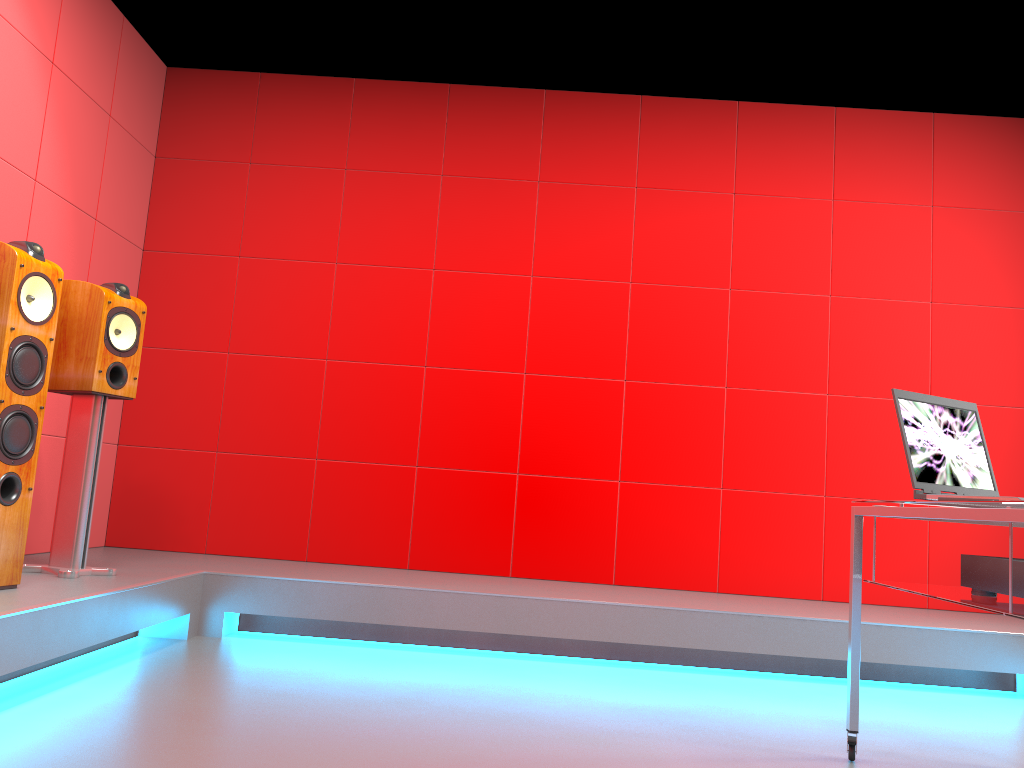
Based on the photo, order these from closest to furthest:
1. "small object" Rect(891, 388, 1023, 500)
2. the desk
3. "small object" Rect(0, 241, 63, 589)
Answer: the desk, "small object" Rect(891, 388, 1023, 500), "small object" Rect(0, 241, 63, 589)

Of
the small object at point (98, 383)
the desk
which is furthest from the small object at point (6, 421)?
the desk

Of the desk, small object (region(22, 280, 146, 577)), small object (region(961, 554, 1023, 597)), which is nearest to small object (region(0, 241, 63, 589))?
small object (region(22, 280, 146, 577))

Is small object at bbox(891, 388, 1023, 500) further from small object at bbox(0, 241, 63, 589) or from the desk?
small object at bbox(0, 241, 63, 589)

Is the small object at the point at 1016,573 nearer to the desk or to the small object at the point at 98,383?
the desk

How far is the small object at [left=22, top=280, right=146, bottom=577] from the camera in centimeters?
313cm

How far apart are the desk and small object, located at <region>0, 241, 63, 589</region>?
2.4m

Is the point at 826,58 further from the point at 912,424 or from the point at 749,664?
the point at 749,664

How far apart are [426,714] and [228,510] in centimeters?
219cm

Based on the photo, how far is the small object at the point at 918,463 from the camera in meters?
2.2
